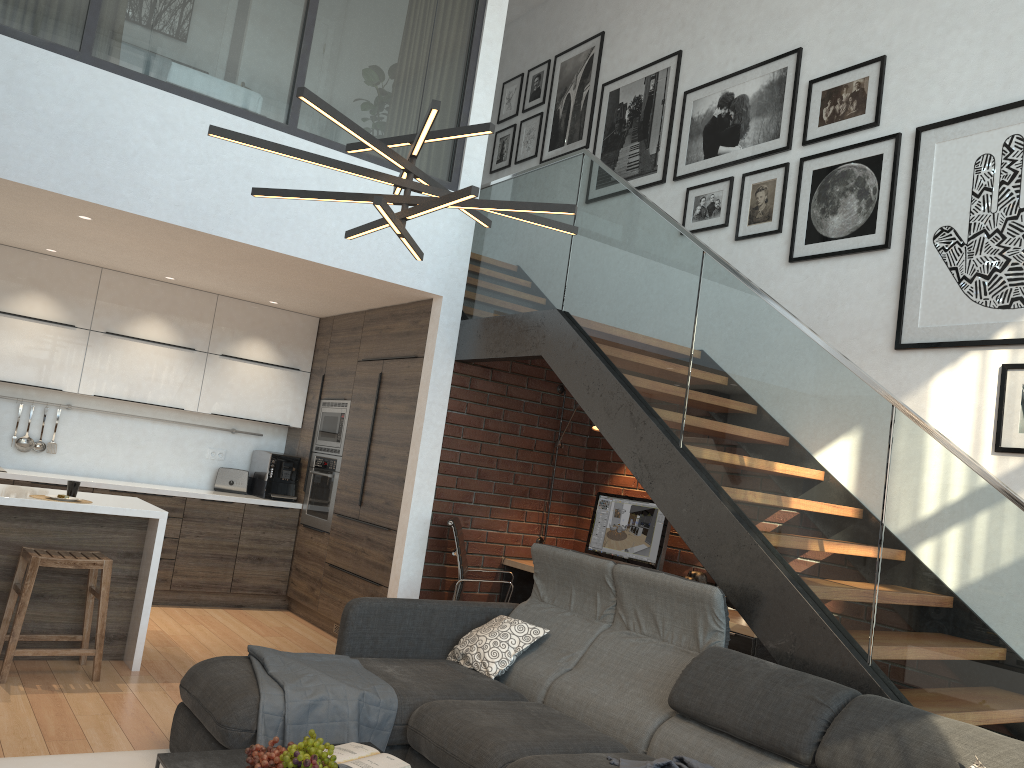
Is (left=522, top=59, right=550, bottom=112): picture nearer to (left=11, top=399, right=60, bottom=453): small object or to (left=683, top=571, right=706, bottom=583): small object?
(left=683, top=571, right=706, bottom=583): small object

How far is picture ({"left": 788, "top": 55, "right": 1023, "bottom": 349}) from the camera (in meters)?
4.19

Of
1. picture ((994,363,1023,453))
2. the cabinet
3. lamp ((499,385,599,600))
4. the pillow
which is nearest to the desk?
lamp ((499,385,599,600))

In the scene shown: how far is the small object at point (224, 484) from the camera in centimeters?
718cm

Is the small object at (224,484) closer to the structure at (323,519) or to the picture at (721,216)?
the structure at (323,519)

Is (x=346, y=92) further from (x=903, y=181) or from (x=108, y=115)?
(x=903, y=181)

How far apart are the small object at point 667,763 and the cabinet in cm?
292

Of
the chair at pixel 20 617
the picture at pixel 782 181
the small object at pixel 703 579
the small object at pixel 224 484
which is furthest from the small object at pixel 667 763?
the small object at pixel 224 484

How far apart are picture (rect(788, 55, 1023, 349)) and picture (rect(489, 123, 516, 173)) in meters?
3.3

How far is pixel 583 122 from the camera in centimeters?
719cm
